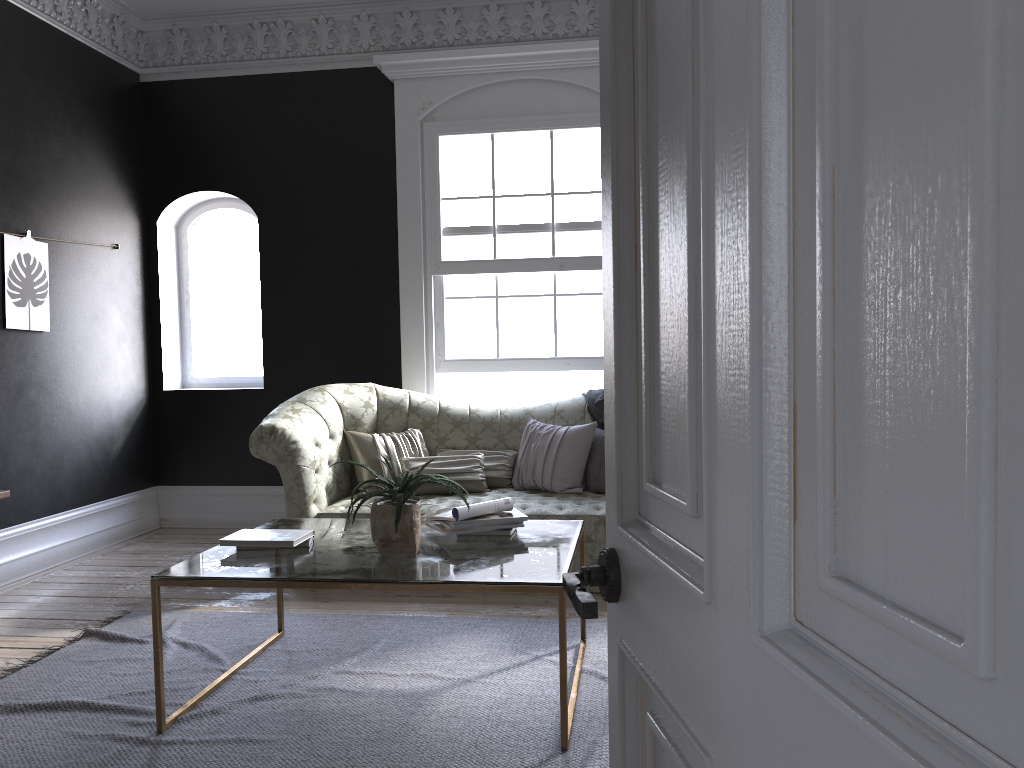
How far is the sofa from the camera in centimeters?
509cm

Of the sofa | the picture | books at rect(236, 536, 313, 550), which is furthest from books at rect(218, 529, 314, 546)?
the picture

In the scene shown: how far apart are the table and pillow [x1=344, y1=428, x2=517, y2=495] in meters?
1.4

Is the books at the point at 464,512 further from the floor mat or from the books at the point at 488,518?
the floor mat

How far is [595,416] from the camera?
5.8m

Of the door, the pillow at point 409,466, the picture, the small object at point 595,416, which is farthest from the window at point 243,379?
the door

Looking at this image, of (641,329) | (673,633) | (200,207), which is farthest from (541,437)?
(673,633)

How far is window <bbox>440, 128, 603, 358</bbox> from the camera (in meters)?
6.37

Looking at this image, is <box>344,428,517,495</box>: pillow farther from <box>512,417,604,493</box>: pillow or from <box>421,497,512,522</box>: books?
<box>421,497,512,522</box>: books

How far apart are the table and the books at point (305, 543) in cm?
3
